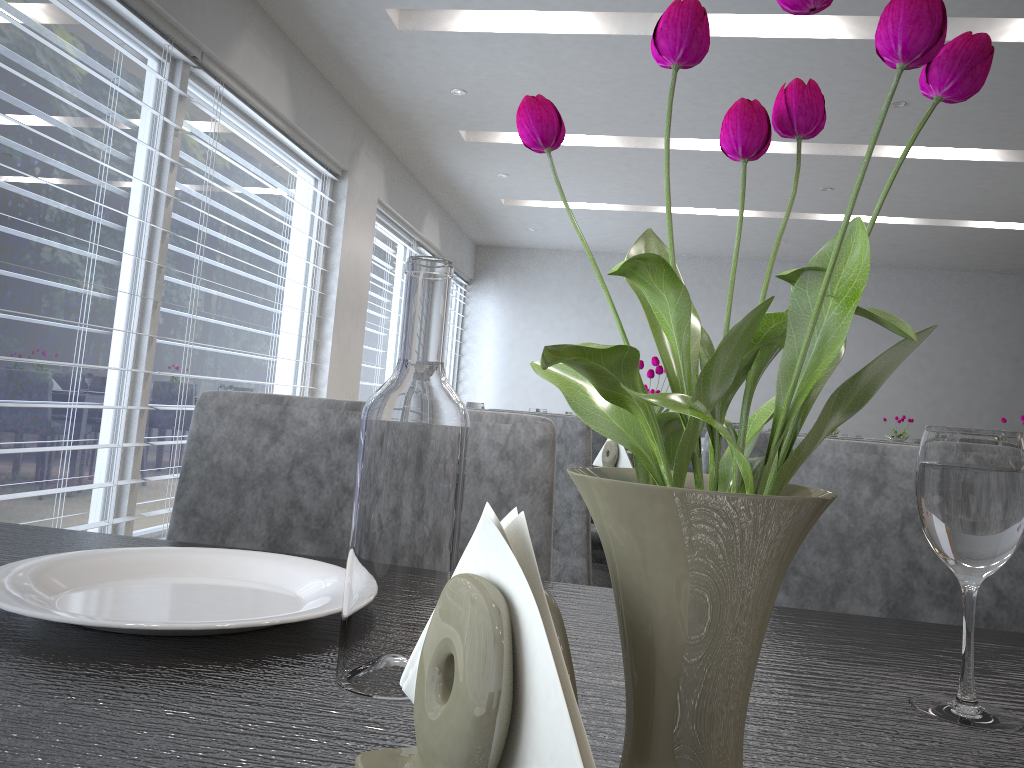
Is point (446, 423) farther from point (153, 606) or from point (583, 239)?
point (153, 606)

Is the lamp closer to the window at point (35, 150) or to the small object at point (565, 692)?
the window at point (35, 150)

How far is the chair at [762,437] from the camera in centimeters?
150cm

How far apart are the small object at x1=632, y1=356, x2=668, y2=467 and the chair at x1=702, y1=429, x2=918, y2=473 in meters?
0.5

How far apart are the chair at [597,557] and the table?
1.56m

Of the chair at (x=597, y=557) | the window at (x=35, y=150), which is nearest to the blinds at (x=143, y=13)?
the window at (x=35, y=150)

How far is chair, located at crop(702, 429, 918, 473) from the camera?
1.5 meters

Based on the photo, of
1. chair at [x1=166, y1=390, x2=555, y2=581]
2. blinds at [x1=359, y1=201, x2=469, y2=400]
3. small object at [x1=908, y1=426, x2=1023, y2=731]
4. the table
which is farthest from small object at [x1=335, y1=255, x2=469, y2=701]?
blinds at [x1=359, y1=201, x2=469, y2=400]

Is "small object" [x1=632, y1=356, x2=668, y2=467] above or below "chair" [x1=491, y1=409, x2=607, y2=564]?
above

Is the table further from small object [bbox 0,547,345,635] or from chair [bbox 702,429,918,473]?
chair [bbox 702,429,918,473]
